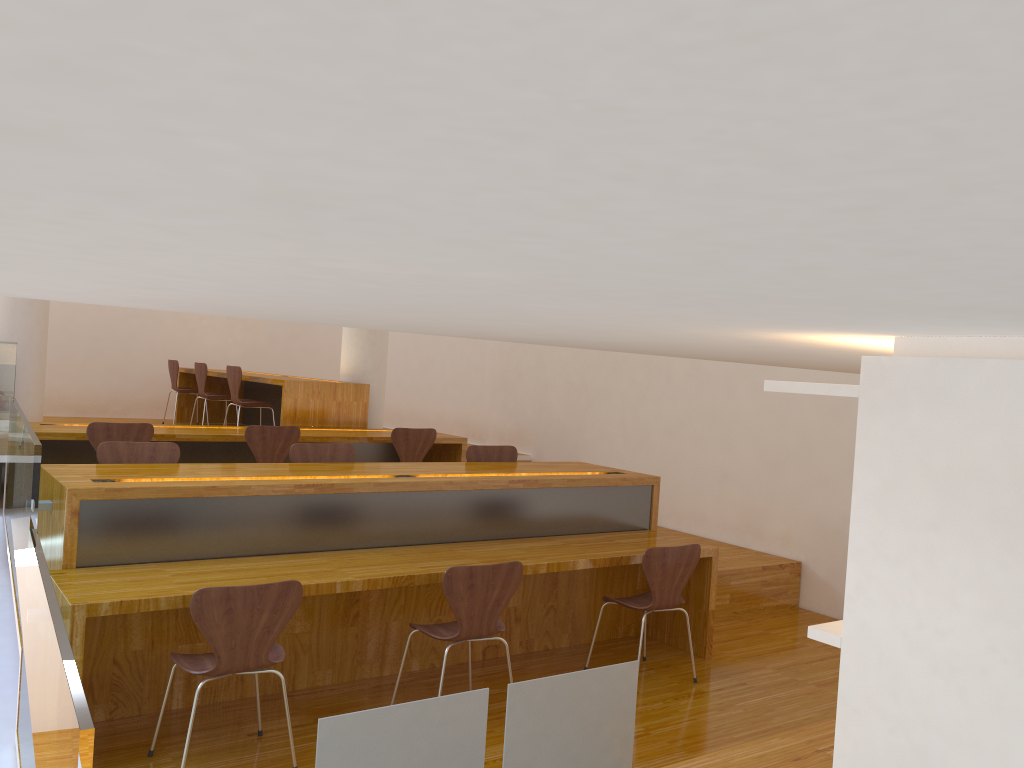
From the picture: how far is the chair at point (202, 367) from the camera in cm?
827

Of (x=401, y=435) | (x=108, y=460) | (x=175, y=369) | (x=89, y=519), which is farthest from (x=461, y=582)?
(x=175, y=369)

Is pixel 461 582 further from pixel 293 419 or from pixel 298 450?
pixel 293 419

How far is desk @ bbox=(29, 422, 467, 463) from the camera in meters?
5.9

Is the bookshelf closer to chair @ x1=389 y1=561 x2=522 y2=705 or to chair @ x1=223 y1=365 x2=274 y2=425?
chair @ x1=389 y1=561 x2=522 y2=705

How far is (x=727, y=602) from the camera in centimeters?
564cm

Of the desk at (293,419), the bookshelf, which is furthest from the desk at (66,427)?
the bookshelf

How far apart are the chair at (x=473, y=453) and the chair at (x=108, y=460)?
1.7 meters

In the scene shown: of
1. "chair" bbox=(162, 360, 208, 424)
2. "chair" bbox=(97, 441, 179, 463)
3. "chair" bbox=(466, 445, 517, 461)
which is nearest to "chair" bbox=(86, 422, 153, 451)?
"chair" bbox=(97, 441, 179, 463)

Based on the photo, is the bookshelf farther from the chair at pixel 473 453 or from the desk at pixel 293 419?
the desk at pixel 293 419
